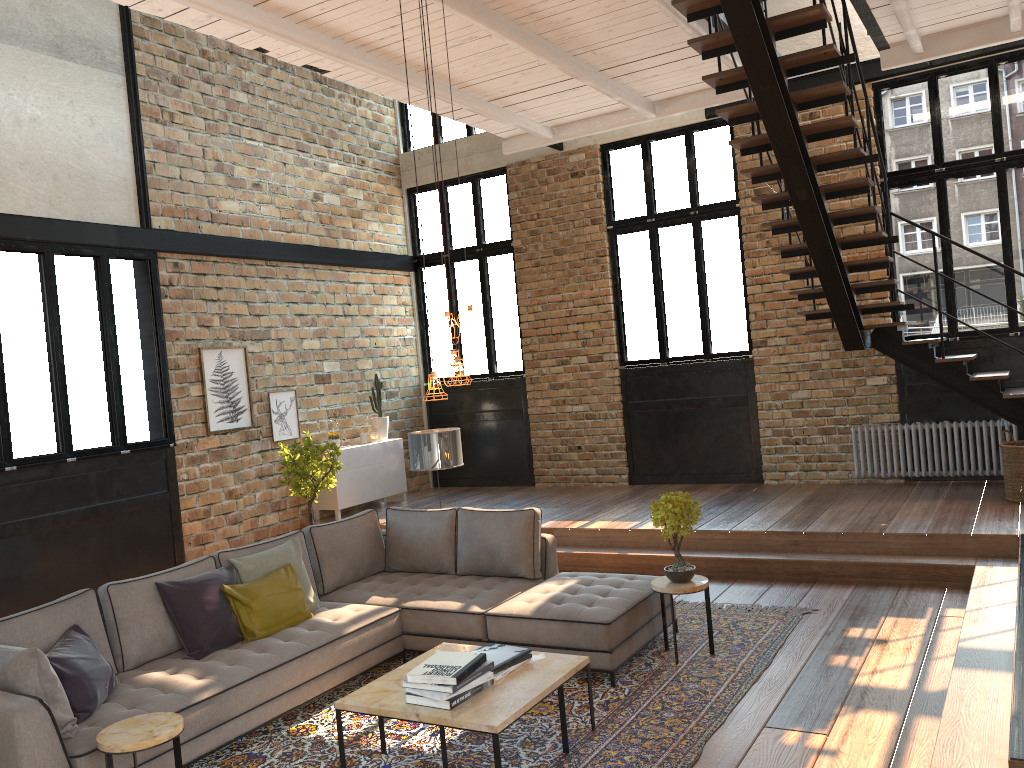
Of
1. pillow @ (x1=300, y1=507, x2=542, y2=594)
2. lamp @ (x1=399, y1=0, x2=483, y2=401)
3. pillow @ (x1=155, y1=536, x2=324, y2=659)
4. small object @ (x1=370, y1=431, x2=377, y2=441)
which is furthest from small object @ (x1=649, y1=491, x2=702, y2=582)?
small object @ (x1=370, y1=431, x2=377, y2=441)

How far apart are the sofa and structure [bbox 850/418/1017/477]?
4.3m

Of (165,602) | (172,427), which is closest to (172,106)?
(172,427)

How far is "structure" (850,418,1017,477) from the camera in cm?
855

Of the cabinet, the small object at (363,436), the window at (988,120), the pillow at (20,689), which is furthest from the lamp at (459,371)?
the small object at (363,436)

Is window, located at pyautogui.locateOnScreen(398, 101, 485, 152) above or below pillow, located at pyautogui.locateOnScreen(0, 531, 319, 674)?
above

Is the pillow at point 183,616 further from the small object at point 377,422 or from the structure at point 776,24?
the small object at point 377,422

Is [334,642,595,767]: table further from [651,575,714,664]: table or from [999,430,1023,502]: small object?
[999,430,1023,502]: small object

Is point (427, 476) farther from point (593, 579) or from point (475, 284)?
point (593, 579)

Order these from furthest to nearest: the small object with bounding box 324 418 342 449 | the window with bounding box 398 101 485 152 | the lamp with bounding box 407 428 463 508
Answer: the window with bounding box 398 101 485 152, the small object with bounding box 324 418 342 449, the lamp with bounding box 407 428 463 508
